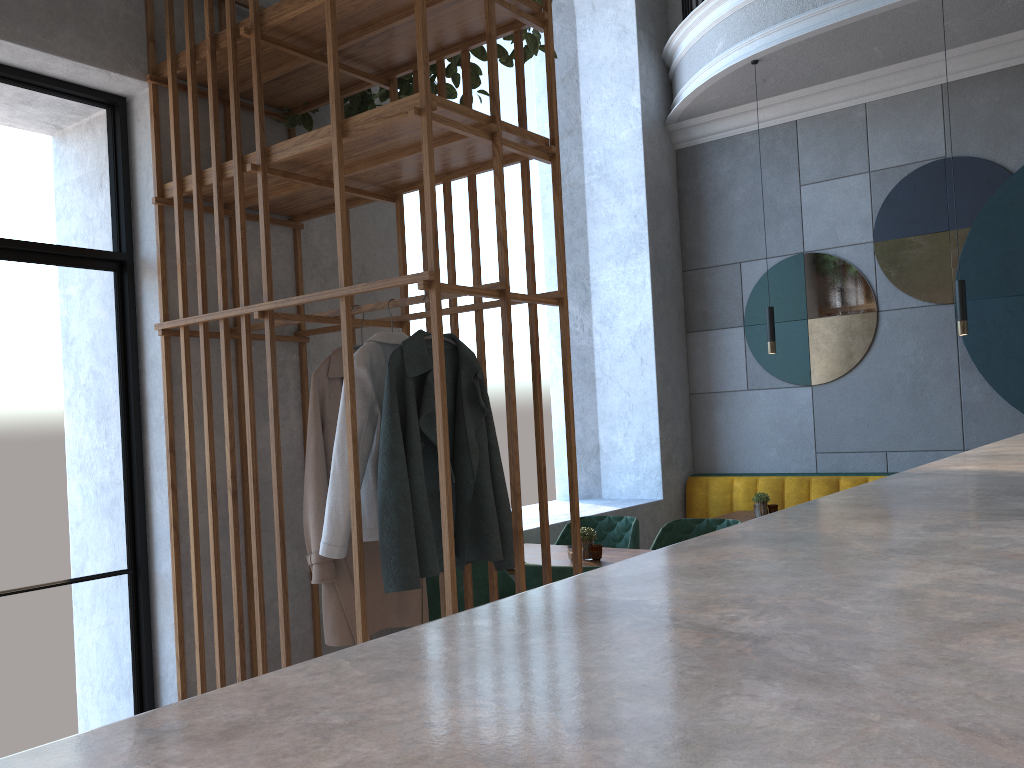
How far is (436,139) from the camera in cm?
277

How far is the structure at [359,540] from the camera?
2.6 meters

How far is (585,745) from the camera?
0.36m

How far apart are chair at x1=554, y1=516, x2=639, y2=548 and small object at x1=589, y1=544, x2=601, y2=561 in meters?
0.6

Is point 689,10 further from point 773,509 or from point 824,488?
point 773,509

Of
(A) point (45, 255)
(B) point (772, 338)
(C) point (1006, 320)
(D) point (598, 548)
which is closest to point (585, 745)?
(A) point (45, 255)

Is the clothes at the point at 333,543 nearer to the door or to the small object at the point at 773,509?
the door

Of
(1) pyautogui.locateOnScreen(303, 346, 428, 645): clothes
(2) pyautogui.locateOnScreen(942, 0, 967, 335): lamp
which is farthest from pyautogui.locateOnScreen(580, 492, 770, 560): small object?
(2) pyautogui.locateOnScreen(942, 0, 967, 335): lamp

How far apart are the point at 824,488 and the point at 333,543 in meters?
4.0 m

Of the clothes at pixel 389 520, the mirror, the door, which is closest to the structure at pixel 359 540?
the clothes at pixel 389 520
